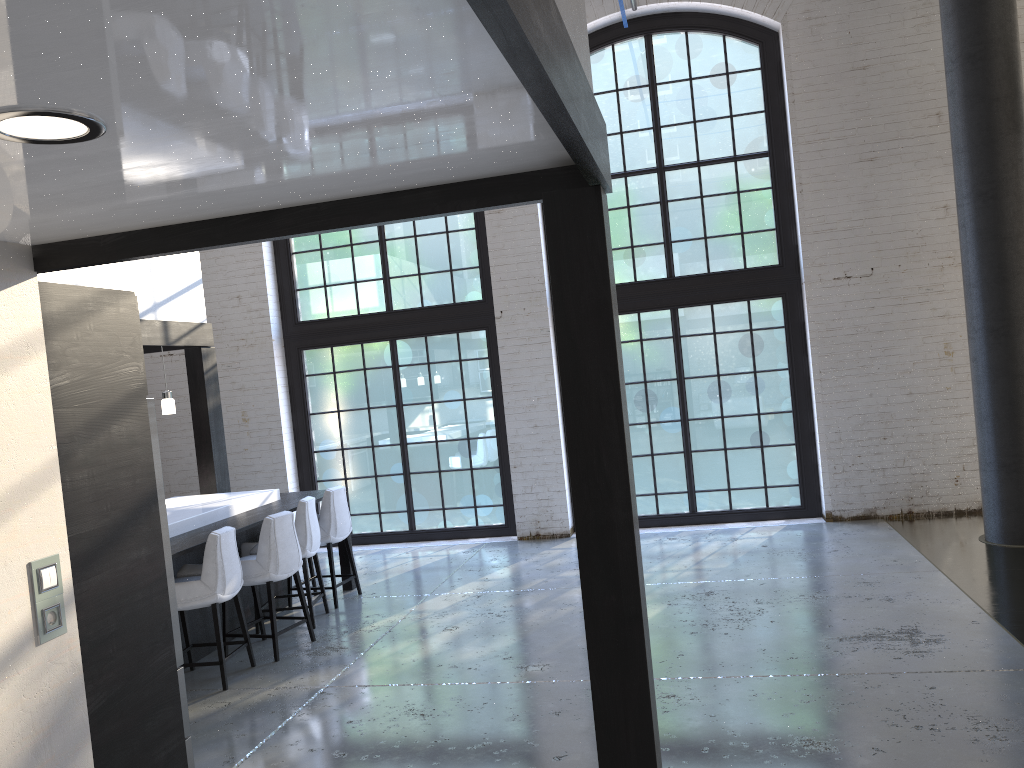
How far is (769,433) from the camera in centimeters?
883cm

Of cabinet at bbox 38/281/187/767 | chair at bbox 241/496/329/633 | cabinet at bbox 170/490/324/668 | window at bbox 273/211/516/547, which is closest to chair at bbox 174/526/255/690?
cabinet at bbox 170/490/324/668

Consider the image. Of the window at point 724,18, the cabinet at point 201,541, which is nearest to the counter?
the cabinet at point 201,541

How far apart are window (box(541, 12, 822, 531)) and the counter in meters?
3.7

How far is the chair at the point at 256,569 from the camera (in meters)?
5.77

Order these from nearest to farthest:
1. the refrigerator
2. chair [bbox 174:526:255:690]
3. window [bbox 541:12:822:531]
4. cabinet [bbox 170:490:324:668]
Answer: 1. the refrigerator
2. chair [bbox 174:526:255:690]
3. cabinet [bbox 170:490:324:668]
4. window [bbox 541:12:822:531]

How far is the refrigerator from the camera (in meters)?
3.54

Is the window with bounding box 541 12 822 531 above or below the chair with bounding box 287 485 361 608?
above

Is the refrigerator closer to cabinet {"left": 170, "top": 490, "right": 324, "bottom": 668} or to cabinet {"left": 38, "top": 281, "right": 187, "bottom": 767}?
cabinet {"left": 38, "top": 281, "right": 187, "bottom": 767}

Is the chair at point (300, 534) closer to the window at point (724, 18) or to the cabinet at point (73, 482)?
the cabinet at point (73, 482)
